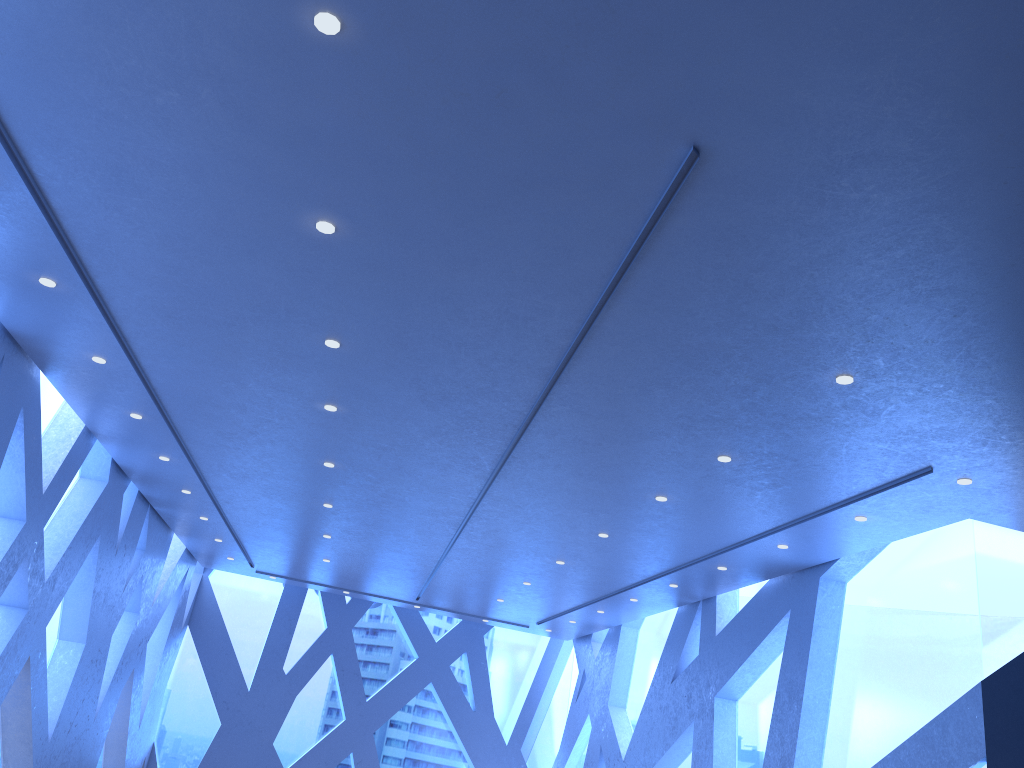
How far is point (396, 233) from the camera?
5.1 meters

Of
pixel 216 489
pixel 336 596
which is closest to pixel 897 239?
pixel 216 489
